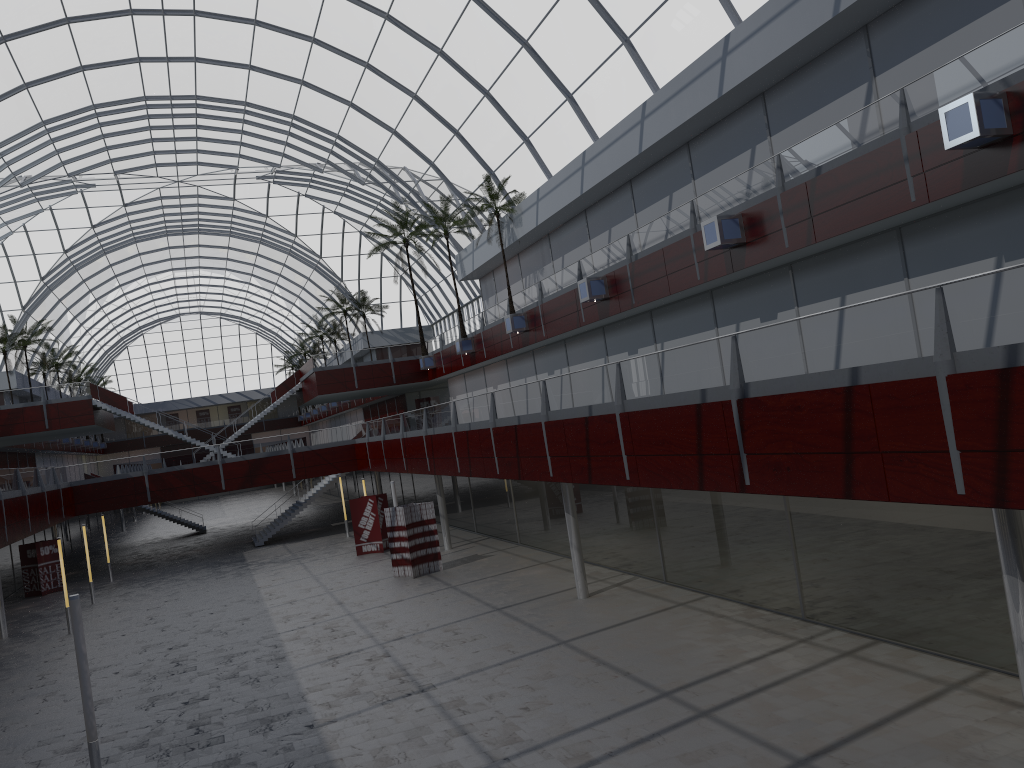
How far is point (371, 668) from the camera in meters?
25.2
